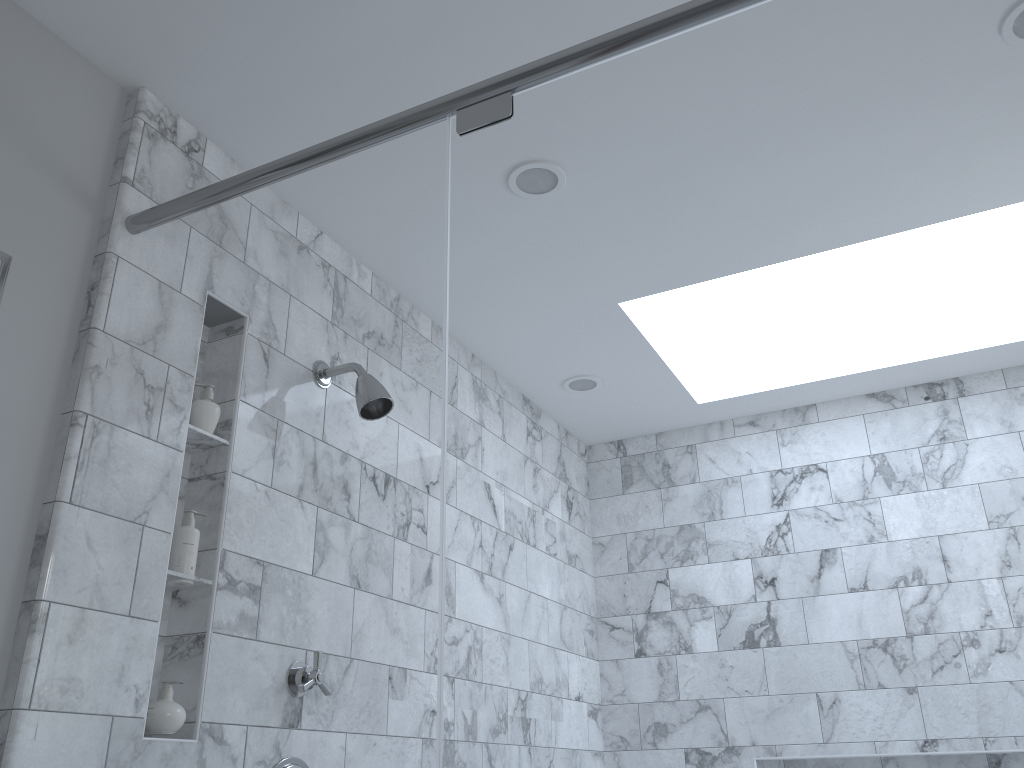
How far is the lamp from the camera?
1.4m

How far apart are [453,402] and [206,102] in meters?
3.9 m

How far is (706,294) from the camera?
2.64m

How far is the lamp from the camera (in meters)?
1.40

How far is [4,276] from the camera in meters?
1.4 m
